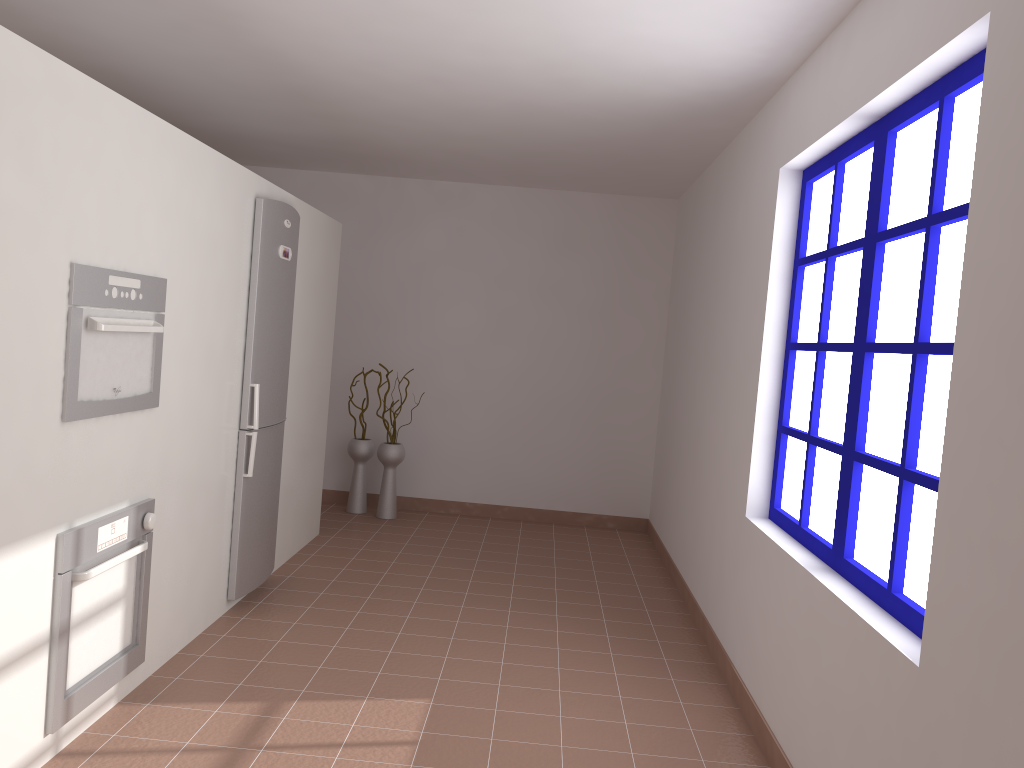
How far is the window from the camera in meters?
2.3 m

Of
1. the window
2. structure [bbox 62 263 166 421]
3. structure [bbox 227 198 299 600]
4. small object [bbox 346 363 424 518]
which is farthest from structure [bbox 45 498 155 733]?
small object [bbox 346 363 424 518]

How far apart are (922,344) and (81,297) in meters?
2.3 m

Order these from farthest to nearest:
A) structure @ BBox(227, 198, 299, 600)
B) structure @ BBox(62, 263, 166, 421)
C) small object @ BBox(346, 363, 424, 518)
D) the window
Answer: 1. small object @ BBox(346, 363, 424, 518)
2. structure @ BBox(227, 198, 299, 600)
3. structure @ BBox(62, 263, 166, 421)
4. the window

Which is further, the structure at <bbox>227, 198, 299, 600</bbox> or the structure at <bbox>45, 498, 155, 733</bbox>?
the structure at <bbox>227, 198, 299, 600</bbox>

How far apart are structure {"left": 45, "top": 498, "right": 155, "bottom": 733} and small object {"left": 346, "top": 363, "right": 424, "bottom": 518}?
3.19m

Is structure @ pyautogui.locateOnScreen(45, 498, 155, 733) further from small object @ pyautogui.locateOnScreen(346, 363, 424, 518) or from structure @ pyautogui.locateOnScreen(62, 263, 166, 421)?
small object @ pyautogui.locateOnScreen(346, 363, 424, 518)

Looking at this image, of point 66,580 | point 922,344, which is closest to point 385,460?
point 66,580

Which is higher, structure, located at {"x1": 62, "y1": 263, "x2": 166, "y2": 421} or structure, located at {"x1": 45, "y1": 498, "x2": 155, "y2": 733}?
structure, located at {"x1": 62, "y1": 263, "x2": 166, "y2": 421}

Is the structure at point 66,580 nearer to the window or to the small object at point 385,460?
the window
